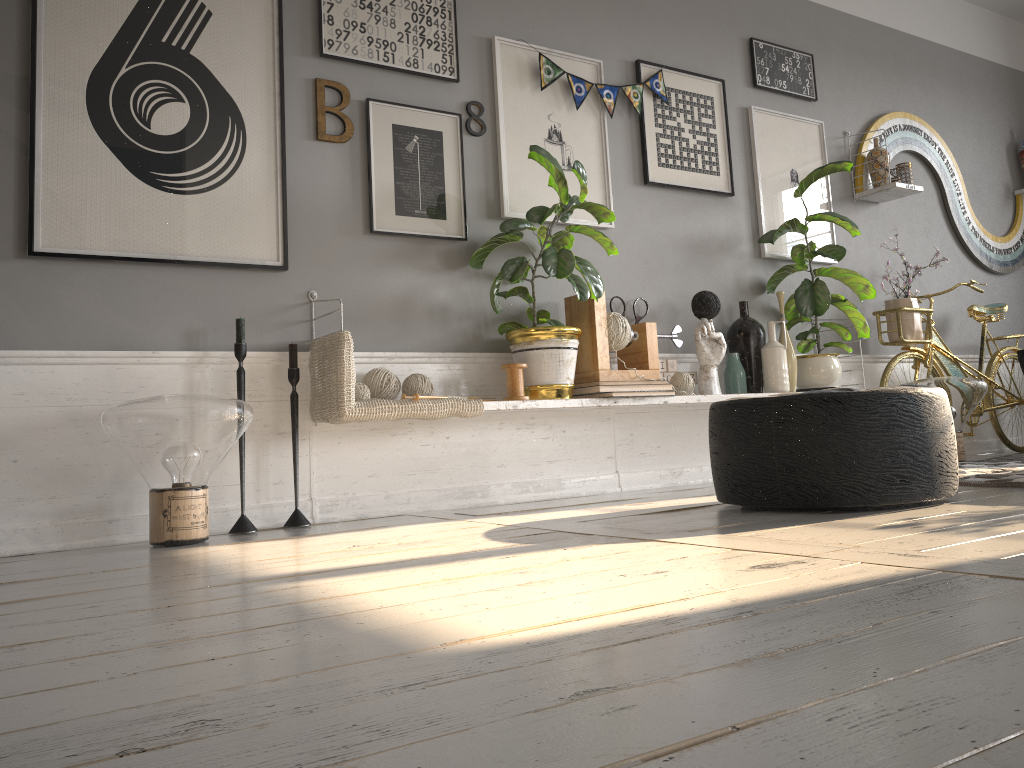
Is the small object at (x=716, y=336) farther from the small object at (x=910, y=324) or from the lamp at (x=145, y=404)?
the lamp at (x=145, y=404)

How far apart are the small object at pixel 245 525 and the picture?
0.2 meters

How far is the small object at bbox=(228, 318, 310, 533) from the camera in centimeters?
284cm

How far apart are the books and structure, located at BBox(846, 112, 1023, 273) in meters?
2.1 m

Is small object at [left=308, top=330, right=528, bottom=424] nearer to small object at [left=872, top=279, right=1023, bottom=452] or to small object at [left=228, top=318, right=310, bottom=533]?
small object at [left=228, top=318, right=310, bottom=533]

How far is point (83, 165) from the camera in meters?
2.8

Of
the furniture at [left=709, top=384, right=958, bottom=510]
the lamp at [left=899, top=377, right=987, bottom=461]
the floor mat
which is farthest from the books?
the lamp at [left=899, top=377, right=987, bottom=461]

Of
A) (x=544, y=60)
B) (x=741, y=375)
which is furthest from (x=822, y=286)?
(x=544, y=60)

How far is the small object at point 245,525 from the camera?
2.8 meters

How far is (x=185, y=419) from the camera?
2.5m
